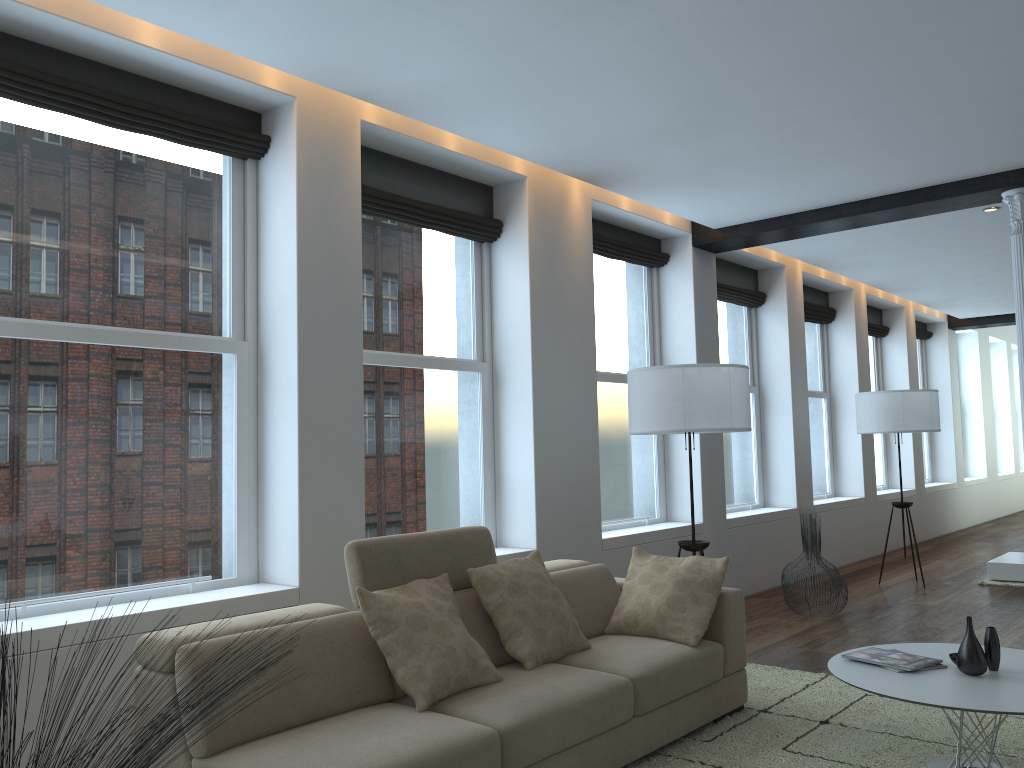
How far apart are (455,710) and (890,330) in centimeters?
997cm

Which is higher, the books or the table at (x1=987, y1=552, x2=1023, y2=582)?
the books

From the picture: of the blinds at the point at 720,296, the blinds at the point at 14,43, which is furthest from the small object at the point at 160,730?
the blinds at the point at 720,296

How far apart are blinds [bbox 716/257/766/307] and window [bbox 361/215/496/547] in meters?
3.0 m

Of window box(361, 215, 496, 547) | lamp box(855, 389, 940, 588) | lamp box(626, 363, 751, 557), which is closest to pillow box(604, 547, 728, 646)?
lamp box(626, 363, 751, 557)

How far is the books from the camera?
3.39m

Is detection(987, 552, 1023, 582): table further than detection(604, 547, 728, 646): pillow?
Yes

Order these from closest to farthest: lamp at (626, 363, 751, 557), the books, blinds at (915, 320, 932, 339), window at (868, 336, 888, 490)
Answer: the books < lamp at (626, 363, 751, 557) < window at (868, 336, 888, 490) < blinds at (915, 320, 932, 339)

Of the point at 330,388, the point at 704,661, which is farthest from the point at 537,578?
the point at 330,388

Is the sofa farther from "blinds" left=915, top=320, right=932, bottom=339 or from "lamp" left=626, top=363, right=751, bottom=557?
"blinds" left=915, top=320, right=932, bottom=339
